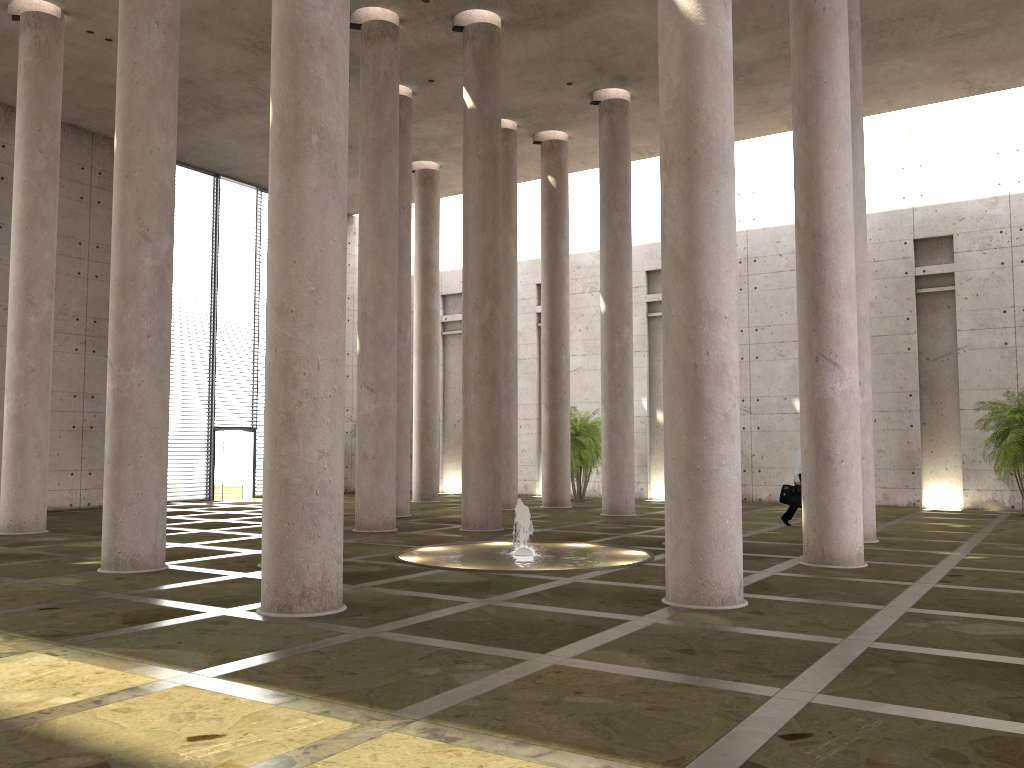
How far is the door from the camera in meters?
27.8 m

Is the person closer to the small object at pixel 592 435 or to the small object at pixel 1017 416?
the small object at pixel 1017 416

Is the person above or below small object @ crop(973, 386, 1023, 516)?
below

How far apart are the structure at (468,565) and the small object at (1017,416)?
11.4m

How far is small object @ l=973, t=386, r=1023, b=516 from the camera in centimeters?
2050cm

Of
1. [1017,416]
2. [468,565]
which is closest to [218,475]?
[468,565]

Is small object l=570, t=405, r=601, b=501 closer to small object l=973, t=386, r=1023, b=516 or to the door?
small object l=973, t=386, r=1023, b=516

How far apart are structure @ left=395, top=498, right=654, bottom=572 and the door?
15.19m

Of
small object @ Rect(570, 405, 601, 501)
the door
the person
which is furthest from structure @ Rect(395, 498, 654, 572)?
the door

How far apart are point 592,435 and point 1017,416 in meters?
11.2 m
